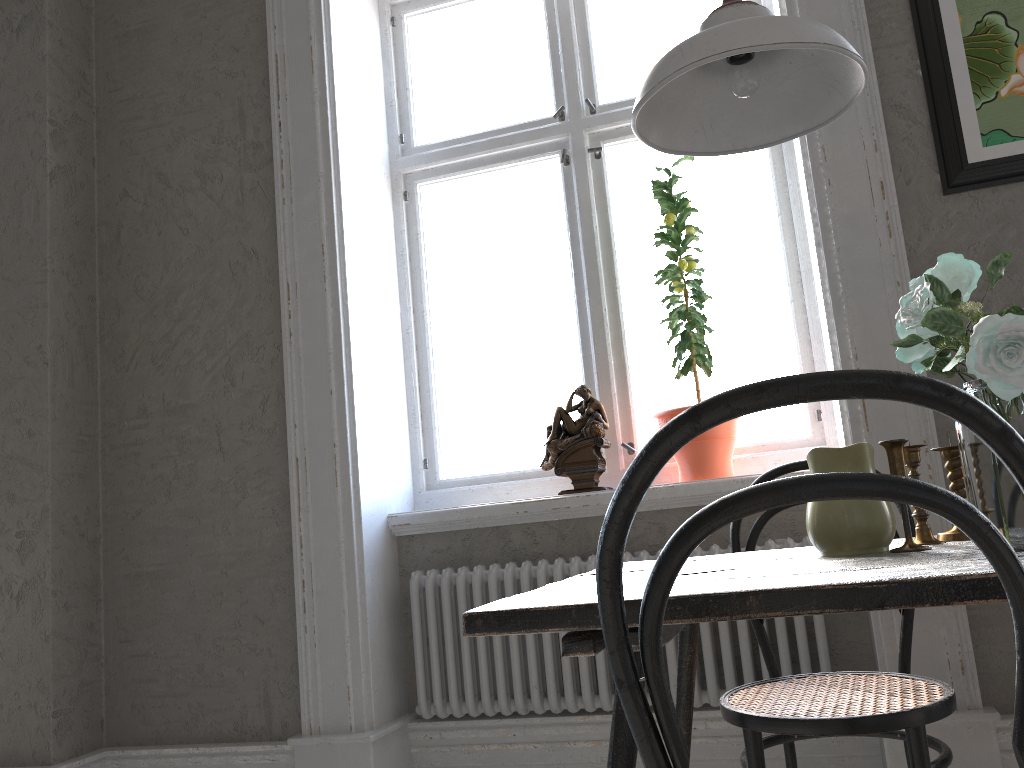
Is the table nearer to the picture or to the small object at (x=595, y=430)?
the small object at (x=595, y=430)

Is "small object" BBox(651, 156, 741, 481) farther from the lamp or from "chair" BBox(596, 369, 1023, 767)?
"chair" BBox(596, 369, 1023, 767)

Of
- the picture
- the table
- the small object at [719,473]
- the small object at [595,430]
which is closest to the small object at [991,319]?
the table

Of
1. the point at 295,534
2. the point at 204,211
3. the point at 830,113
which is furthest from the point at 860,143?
the point at 204,211

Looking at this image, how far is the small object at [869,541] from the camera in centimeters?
133cm

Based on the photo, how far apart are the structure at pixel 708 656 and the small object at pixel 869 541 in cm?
97

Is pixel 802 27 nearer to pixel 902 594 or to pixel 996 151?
pixel 902 594

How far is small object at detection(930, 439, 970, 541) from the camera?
1.4m

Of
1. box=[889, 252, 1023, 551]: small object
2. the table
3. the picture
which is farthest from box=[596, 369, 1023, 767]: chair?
the picture

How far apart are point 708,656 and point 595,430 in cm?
70
